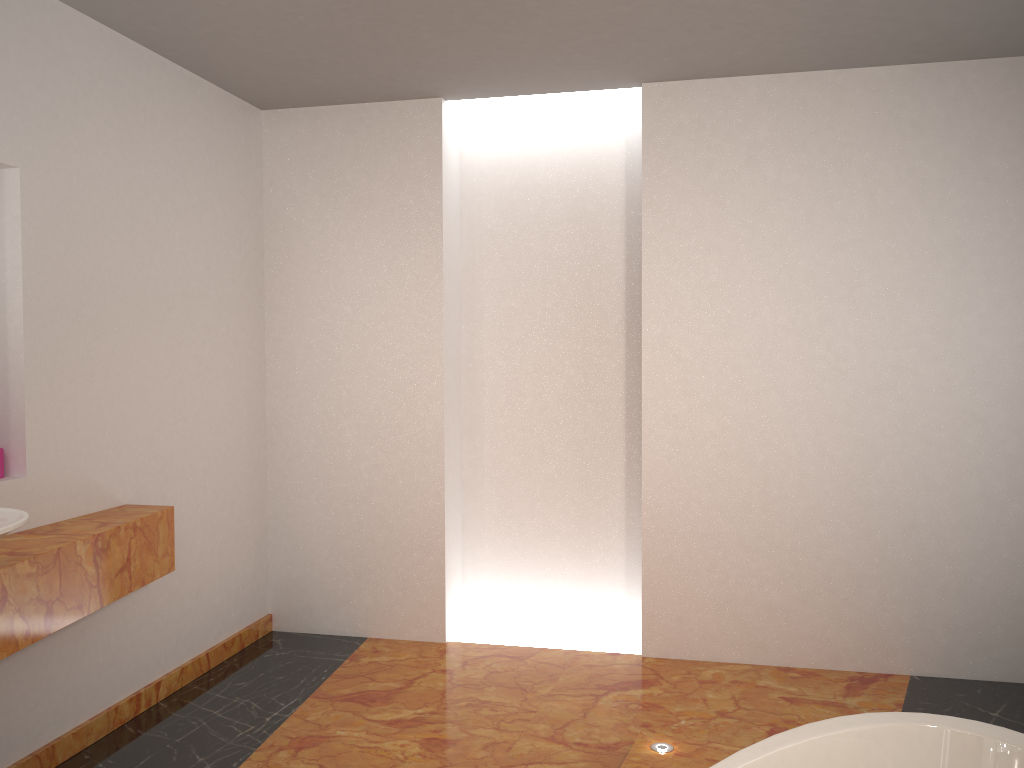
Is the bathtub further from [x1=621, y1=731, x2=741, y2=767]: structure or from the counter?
the counter

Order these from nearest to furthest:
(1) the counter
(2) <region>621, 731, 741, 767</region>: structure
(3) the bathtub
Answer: (3) the bathtub → (1) the counter → (2) <region>621, 731, 741, 767</region>: structure

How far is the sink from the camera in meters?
2.0

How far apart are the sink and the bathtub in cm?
164

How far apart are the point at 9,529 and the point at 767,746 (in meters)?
1.75

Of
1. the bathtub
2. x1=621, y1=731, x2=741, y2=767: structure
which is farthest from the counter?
the bathtub

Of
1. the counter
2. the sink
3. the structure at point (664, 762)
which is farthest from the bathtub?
the counter

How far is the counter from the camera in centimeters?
235cm

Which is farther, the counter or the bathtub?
the counter

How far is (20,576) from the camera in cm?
235
